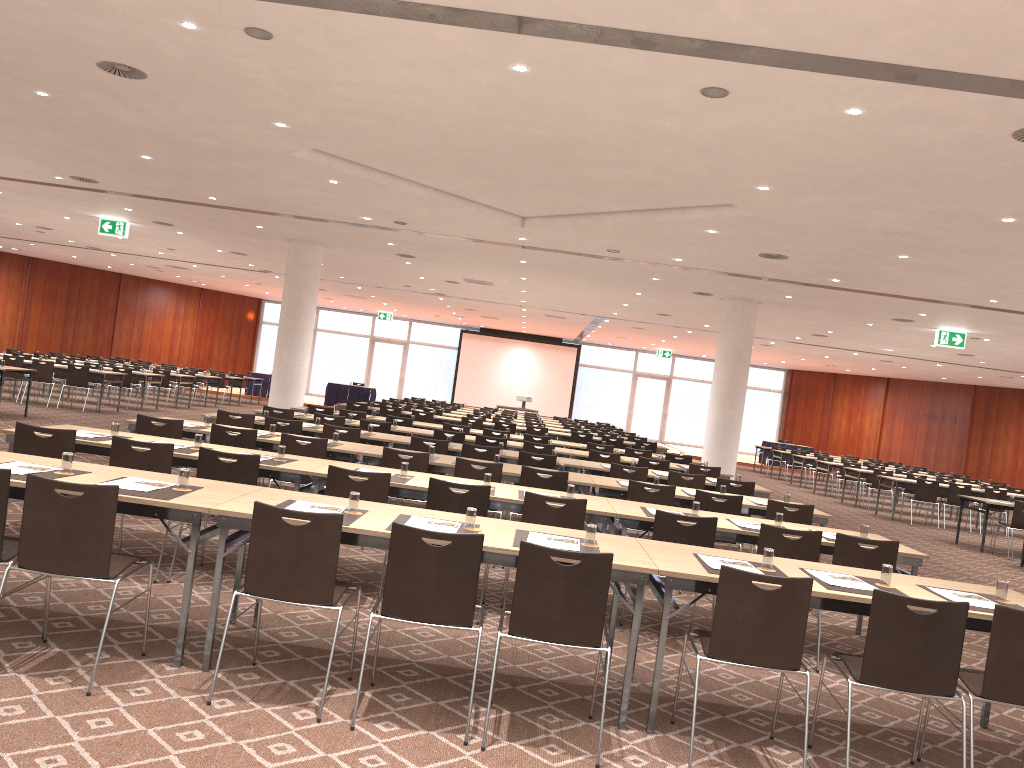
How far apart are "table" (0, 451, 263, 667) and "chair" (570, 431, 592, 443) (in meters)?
12.59

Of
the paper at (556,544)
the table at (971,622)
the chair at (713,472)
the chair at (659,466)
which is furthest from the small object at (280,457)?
the chair at (713,472)

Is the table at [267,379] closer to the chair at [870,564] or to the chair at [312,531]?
the chair at [870,564]

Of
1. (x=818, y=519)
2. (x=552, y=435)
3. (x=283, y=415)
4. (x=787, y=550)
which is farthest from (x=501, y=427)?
(x=787, y=550)

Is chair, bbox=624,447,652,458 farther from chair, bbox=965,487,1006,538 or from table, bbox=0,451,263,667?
table, bbox=0,451,263,667

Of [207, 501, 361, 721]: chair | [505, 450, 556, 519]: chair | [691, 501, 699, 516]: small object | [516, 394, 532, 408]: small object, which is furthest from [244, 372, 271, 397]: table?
[207, 501, 361, 721]: chair

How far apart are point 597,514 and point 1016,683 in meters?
2.9 m

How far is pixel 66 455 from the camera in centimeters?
487cm

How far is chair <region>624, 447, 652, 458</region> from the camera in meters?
14.1 m

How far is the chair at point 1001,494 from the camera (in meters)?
17.37
